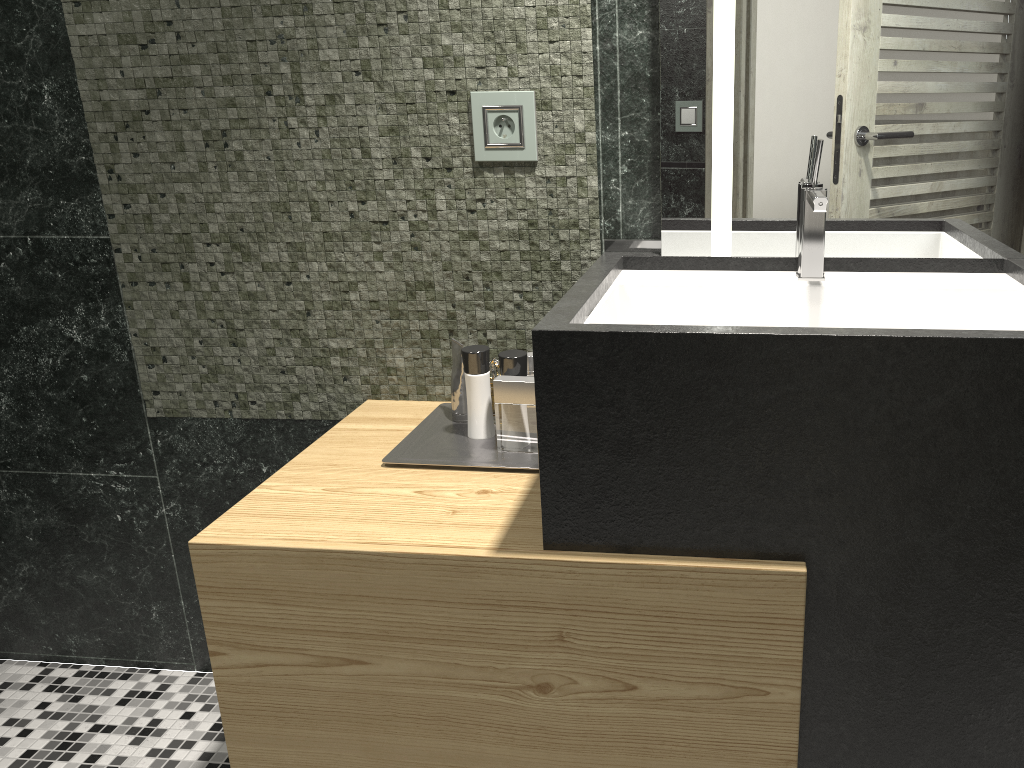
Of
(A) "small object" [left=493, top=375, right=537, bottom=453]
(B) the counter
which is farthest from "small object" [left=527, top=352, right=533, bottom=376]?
(B) the counter

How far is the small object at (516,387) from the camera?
1.6 meters

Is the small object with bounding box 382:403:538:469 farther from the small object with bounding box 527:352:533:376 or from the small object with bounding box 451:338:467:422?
the small object with bounding box 527:352:533:376

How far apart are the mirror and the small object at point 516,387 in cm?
37

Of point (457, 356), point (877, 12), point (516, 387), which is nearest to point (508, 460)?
point (516, 387)

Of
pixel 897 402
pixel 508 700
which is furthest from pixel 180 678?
pixel 897 402

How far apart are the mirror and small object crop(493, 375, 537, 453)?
0.4m

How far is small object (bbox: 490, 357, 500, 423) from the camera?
8.1m

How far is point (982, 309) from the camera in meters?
1.4 m

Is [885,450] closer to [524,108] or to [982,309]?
[982,309]
